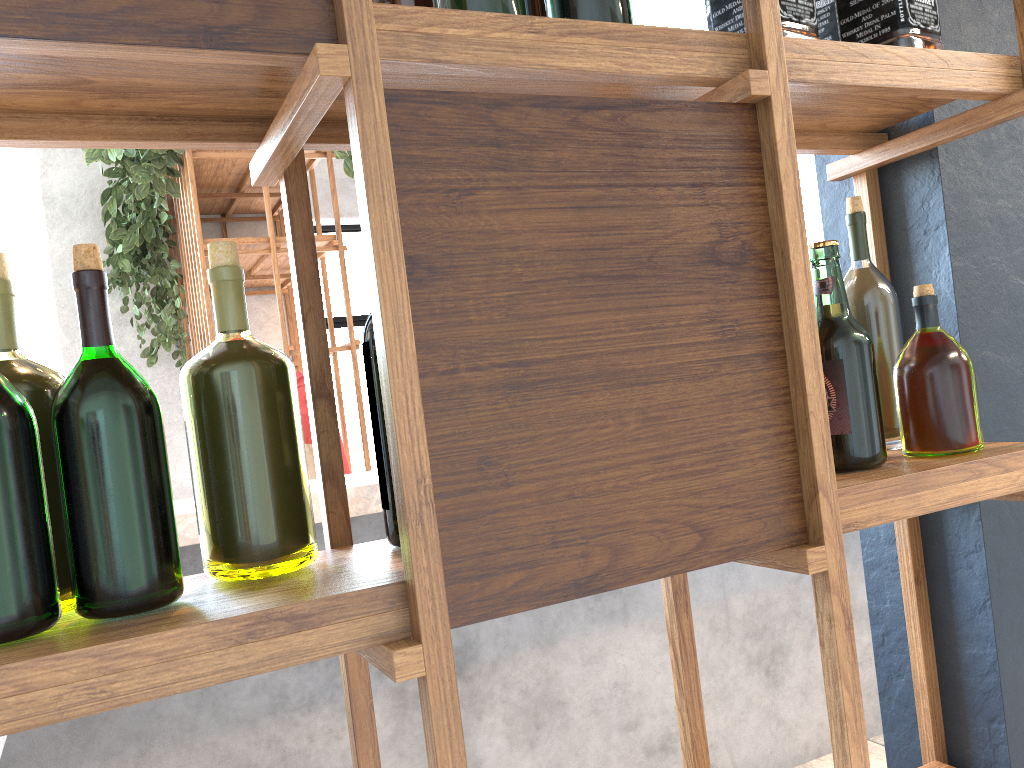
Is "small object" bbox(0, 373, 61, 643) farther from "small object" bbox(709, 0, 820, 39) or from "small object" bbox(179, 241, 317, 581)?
"small object" bbox(709, 0, 820, 39)

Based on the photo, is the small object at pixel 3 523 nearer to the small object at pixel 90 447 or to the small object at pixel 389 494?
the small object at pixel 90 447

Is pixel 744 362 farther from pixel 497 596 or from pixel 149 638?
pixel 149 638

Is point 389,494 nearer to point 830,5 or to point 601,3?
point 601,3

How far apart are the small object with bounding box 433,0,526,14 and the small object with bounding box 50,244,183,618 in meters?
0.3

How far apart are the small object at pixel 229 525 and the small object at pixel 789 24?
0.5 meters

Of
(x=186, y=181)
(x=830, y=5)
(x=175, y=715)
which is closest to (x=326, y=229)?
(x=186, y=181)

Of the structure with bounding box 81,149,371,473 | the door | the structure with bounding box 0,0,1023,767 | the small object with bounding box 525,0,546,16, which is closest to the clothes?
the structure with bounding box 81,149,371,473

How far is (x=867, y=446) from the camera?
0.9m

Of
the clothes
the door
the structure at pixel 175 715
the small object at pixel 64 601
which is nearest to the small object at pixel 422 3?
the small object at pixel 64 601
